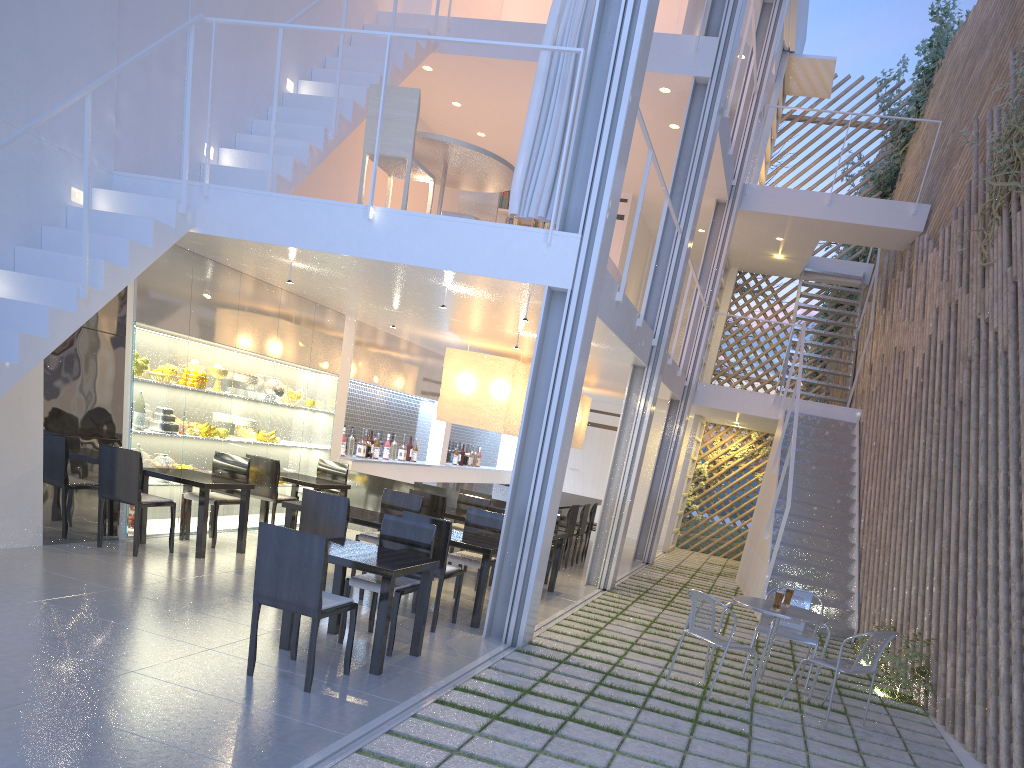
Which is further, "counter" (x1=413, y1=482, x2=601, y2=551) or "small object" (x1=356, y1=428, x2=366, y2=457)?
"small object" (x1=356, y1=428, x2=366, y2=457)

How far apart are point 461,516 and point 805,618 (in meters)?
1.85

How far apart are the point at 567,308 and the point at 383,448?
3.6 meters

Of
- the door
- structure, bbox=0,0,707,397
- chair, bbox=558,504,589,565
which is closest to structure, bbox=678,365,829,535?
the door

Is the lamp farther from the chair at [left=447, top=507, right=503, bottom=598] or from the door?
the chair at [left=447, top=507, right=503, bottom=598]

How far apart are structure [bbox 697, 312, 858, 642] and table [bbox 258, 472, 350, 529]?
2.43m

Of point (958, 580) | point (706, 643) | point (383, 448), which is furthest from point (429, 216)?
point (383, 448)

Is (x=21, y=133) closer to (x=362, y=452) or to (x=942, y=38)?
(x=362, y=452)

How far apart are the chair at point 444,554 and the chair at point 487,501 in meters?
1.3

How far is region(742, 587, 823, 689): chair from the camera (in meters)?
3.20
